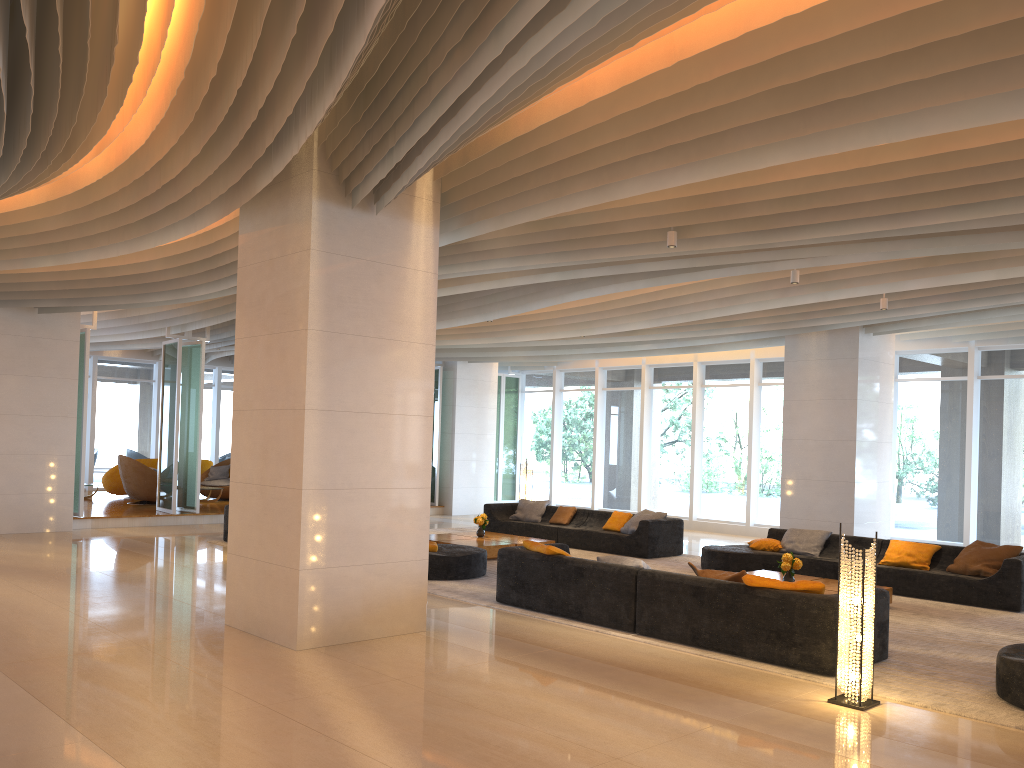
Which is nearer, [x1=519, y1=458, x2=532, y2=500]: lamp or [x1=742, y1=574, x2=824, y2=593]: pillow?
[x1=742, y1=574, x2=824, y2=593]: pillow

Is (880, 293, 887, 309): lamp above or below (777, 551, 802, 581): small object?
above

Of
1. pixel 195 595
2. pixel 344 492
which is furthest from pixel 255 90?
pixel 195 595

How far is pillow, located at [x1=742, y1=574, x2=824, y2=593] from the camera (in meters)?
6.77

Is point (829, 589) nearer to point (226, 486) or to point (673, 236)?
point (673, 236)

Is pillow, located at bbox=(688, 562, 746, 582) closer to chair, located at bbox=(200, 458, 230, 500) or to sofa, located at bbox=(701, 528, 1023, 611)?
sofa, located at bbox=(701, 528, 1023, 611)

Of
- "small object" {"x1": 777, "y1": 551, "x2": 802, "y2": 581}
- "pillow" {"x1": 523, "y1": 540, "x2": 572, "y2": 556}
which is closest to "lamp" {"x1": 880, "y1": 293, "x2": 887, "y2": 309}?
"small object" {"x1": 777, "y1": 551, "x2": 802, "y2": 581}

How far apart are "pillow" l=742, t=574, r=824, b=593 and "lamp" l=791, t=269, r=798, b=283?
3.98m

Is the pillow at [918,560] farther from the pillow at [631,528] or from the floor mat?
the pillow at [631,528]

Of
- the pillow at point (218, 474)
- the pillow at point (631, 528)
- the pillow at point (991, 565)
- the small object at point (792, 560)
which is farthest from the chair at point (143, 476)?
the pillow at point (991, 565)
